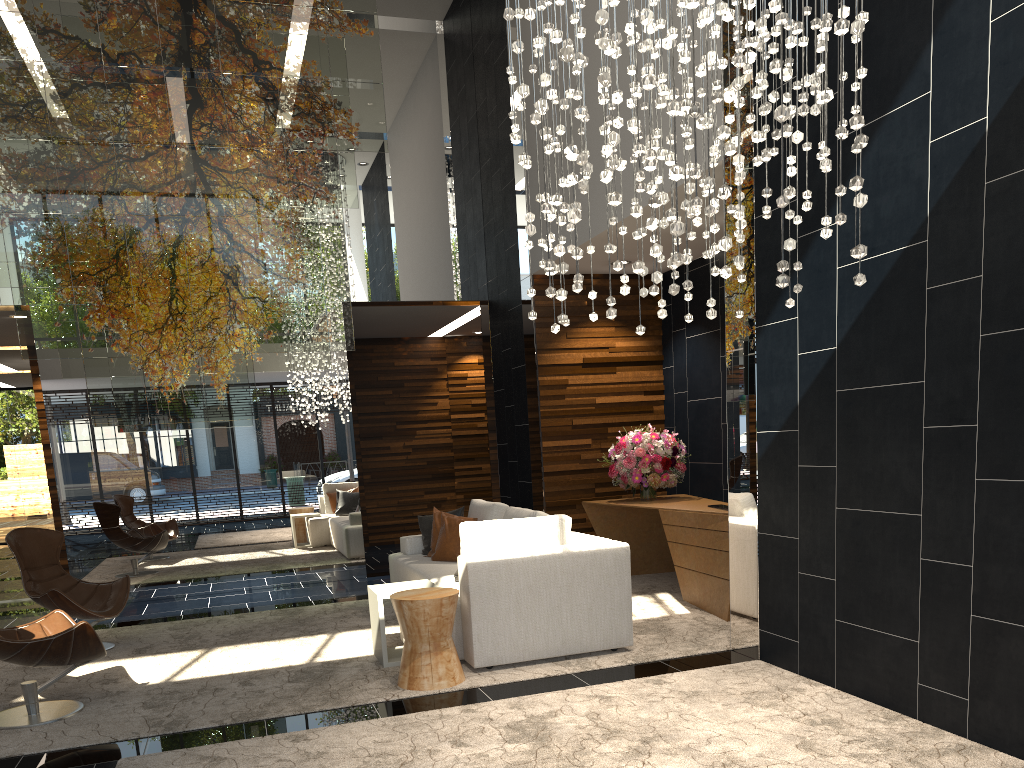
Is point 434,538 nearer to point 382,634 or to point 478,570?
point 382,634

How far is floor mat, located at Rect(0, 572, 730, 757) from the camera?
4.3 meters

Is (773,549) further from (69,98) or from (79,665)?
(69,98)

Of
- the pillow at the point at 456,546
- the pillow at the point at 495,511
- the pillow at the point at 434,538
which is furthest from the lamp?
the pillow at the point at 434,538

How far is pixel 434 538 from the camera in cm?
698

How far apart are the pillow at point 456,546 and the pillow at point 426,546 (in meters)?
0.24

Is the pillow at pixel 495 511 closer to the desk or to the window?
the desk

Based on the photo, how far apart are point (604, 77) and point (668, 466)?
4.9 meters

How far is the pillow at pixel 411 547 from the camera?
7.2 meters

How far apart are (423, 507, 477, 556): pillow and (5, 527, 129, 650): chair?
2.3 meters
